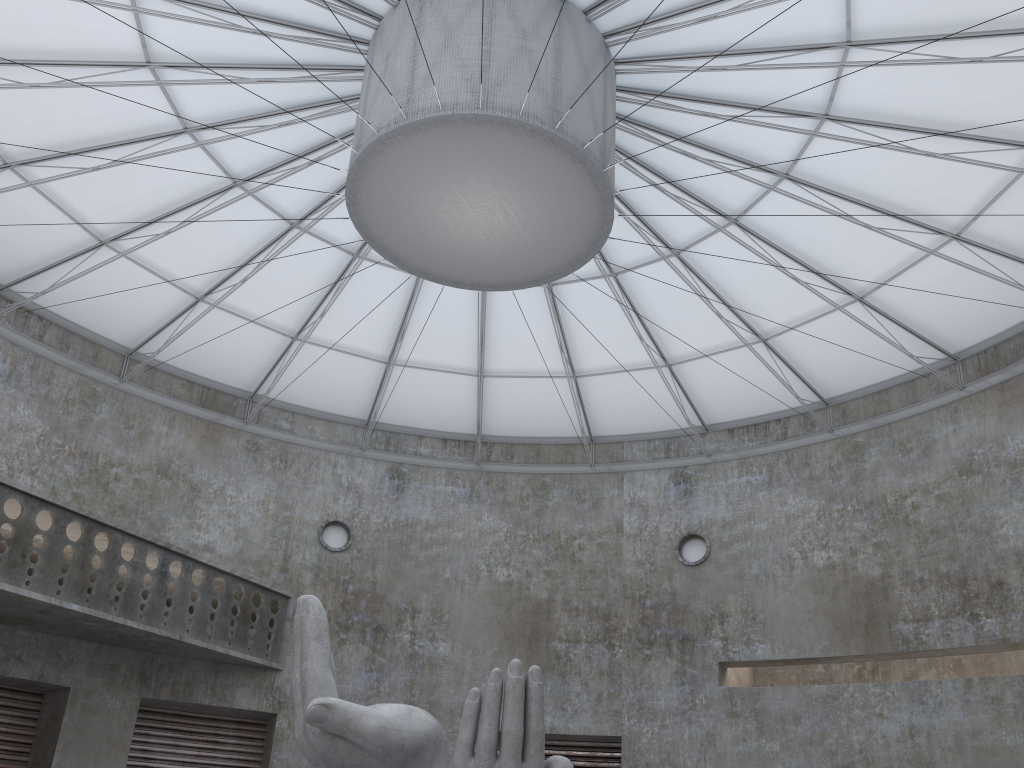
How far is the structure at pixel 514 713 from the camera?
15.39m

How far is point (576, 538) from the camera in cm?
4047

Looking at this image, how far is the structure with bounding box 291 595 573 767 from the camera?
15.4 meters
